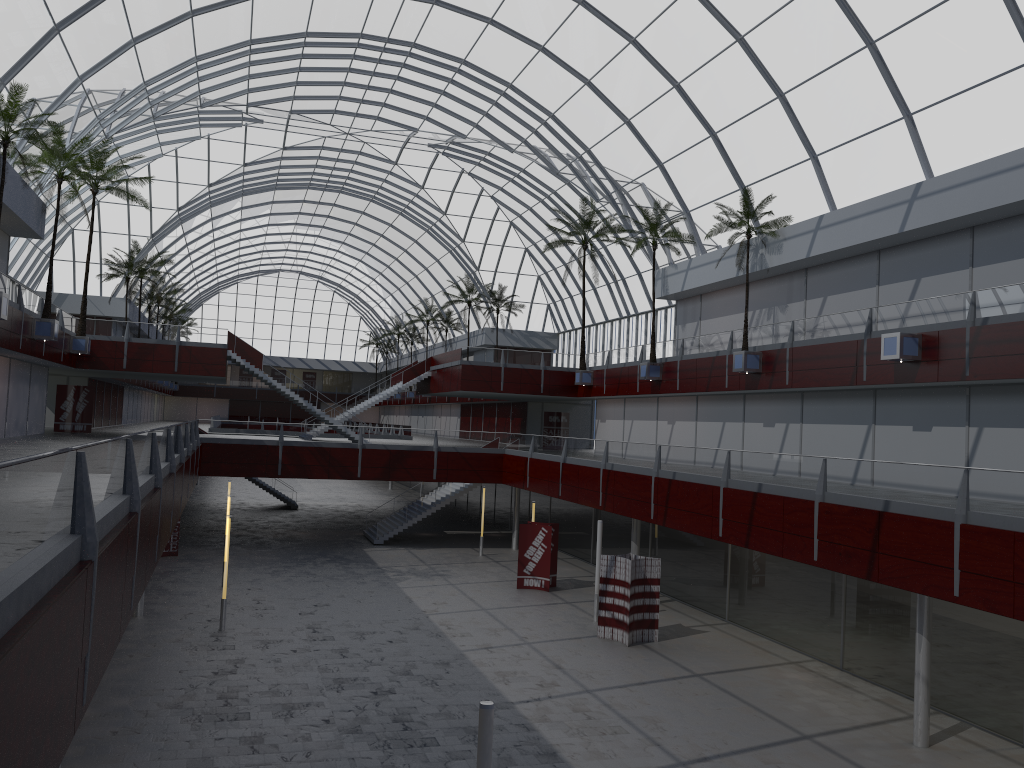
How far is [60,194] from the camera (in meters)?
44.06

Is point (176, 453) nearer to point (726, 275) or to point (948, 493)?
point (948, 493)

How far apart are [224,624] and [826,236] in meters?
29.6
